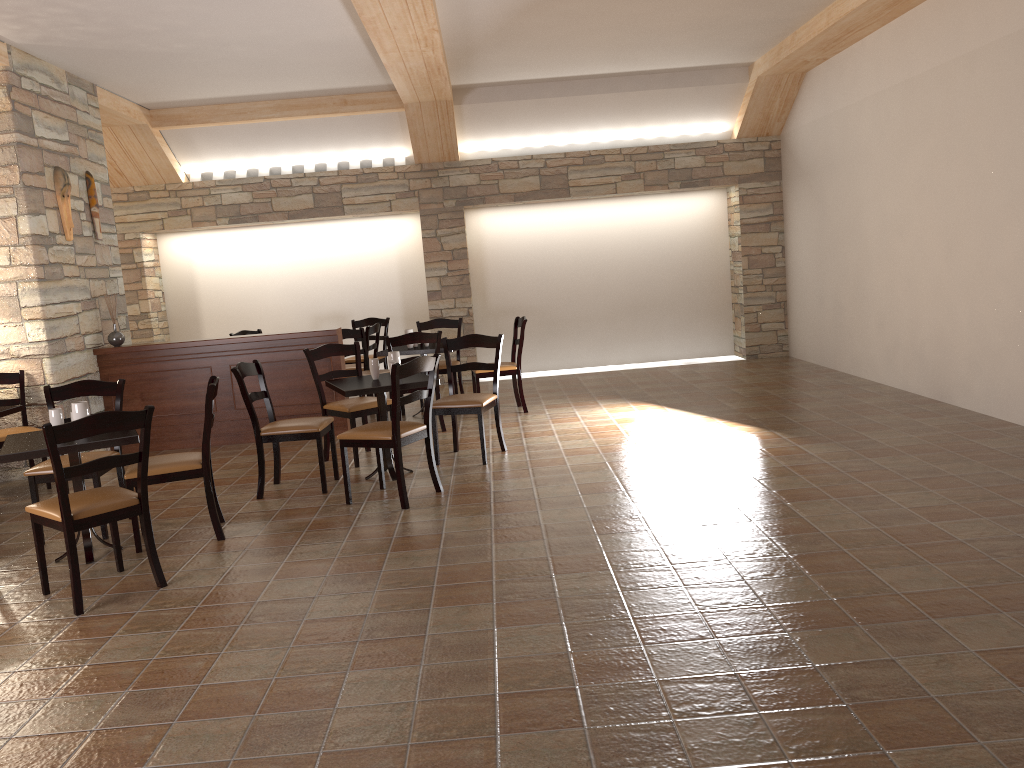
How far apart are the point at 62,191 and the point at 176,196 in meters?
3.1 m

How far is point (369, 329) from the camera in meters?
8.7

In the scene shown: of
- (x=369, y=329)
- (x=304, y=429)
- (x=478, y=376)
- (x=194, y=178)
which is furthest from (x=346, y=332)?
(x=194, y=178)

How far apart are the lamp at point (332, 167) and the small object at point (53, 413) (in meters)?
6.12

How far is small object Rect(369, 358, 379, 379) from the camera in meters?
5.8

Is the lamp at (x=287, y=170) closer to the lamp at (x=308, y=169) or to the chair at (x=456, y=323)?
the lamp at (x=308, y=169)

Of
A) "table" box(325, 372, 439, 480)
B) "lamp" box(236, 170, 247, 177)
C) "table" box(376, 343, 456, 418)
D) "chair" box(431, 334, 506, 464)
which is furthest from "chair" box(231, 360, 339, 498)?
"lamp" box(236, 170, 247, 177)

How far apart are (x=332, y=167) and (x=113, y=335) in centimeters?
359cm

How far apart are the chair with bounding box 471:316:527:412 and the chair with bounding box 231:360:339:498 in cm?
222

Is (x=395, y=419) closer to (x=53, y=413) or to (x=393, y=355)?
(x=393, y=355)
